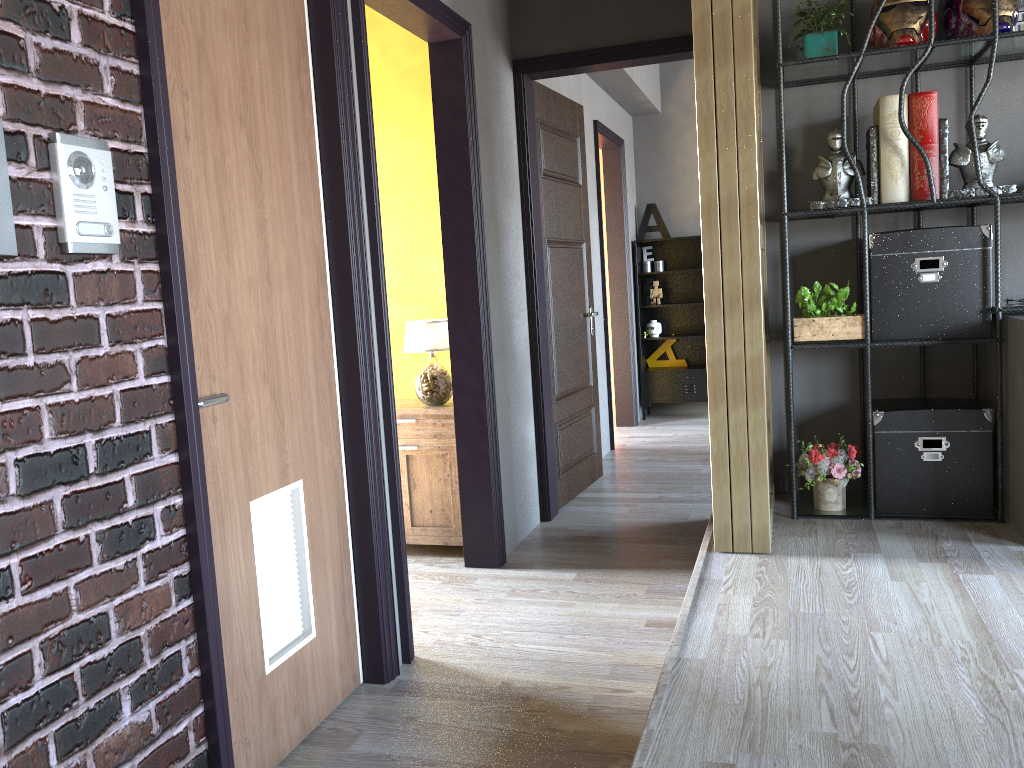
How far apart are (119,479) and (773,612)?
2.1 meters

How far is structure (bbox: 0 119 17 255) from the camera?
1.61m

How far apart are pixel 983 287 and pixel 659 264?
4.66m

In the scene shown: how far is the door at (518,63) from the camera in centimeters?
475cm

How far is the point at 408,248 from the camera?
4.8m

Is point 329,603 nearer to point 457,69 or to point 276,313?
point 276,313

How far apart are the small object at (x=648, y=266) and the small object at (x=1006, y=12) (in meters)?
4.54

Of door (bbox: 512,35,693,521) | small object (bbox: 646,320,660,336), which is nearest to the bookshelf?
door (bbox: 512,35,693,521)

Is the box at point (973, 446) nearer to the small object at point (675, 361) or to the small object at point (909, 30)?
the small object at point (909, 30)

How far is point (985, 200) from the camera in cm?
367
